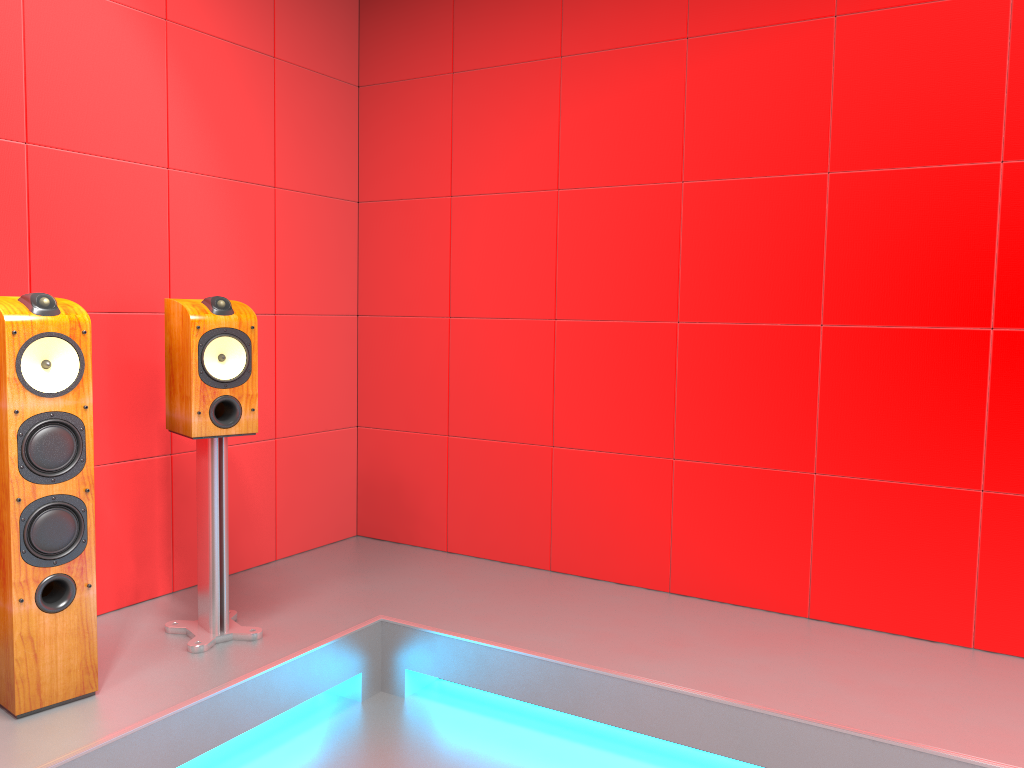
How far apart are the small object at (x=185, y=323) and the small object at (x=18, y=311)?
0.33m

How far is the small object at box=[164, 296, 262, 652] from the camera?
2.6 meters

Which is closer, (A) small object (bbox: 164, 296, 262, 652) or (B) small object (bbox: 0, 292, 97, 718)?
(B) small object (bbox: 0, 292, 97, 718)

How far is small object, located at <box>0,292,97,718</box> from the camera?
2.15m

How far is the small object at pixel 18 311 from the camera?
2.15m

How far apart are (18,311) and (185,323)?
0.51m

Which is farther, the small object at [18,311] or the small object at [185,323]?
the small object at [185,323]

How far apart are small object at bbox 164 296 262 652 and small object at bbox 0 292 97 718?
0.33m
